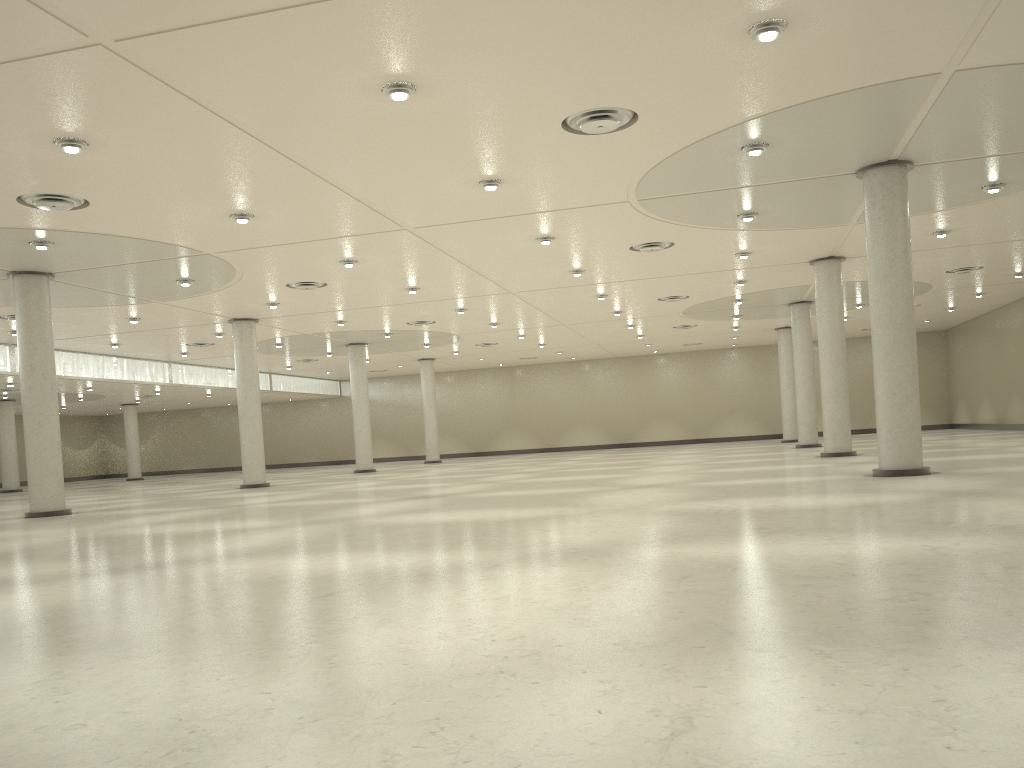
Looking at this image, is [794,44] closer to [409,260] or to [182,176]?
[182,176]

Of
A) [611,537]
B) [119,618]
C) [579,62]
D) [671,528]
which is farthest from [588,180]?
[119,618]
